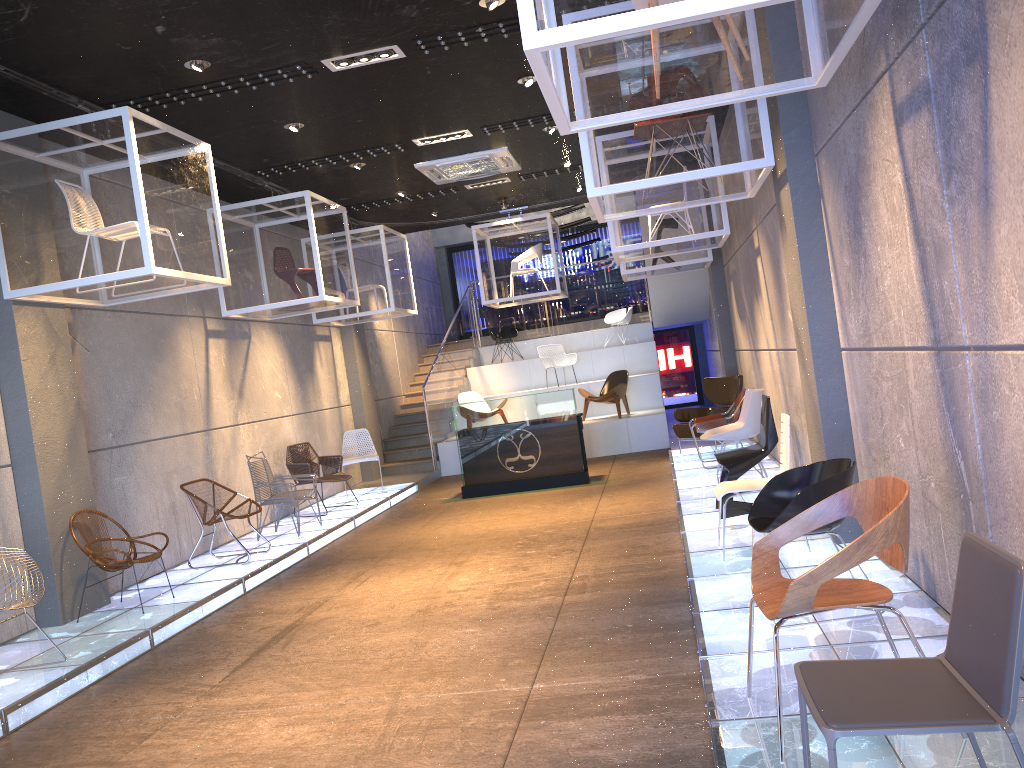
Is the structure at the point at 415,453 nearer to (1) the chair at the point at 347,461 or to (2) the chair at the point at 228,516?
(1) the chair at the point at 347,461

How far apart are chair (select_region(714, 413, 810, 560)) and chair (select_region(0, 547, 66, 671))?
4.24m

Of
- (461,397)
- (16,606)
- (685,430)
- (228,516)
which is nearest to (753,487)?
(16,606)

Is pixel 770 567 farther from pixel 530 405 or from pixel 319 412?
pixel 319 412

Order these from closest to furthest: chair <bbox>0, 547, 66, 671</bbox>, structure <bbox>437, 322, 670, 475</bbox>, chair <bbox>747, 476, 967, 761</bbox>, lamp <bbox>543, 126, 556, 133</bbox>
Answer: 1. chair <bbox>747, 476, 967, 761</bbox>
2. chair <bbox>0, 547, 66, 671</bbox>
3. lamp <bbox>543, 126, 556, 133</bbox>
4. structure <bbox>437, 322, 670, 475</bbox>

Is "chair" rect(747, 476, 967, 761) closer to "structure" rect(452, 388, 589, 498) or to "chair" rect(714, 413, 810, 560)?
"chair" rect(714, 413, 810, 560)

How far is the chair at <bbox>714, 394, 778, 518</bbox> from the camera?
6.9 meters

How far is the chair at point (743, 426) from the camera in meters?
8.1 m

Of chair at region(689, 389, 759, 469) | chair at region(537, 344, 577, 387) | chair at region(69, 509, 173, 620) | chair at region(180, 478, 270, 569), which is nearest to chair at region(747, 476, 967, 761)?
chair at region(69, 509, 173, 620)

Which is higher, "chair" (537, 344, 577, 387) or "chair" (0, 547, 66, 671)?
"chair" (537, 344, 577, 387)
